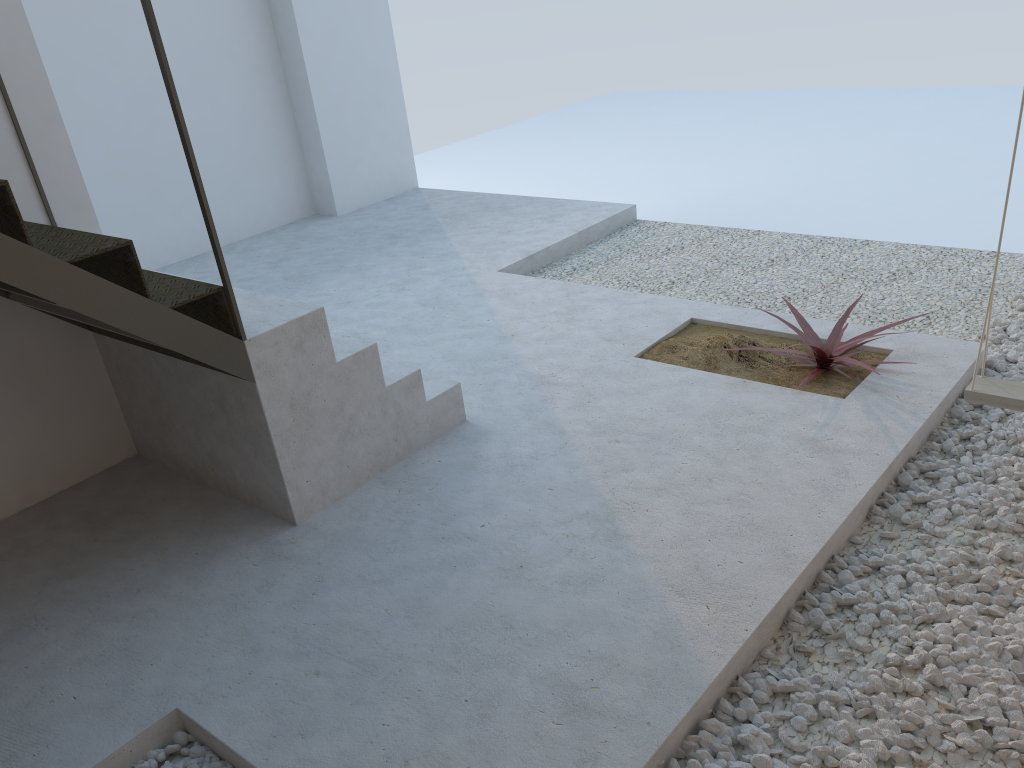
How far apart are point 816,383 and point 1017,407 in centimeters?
106cm

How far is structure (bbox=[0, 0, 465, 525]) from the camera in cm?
255

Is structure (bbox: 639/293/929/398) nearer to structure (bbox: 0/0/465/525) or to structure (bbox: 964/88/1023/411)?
structure (bbox: 964/88/1023/411)

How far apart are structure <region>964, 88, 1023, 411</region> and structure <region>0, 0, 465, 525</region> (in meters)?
1.93

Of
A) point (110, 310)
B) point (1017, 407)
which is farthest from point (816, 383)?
point (110, 310)

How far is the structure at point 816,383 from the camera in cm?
382

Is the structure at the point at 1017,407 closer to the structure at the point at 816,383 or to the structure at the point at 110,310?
the structure at the point at 816,383

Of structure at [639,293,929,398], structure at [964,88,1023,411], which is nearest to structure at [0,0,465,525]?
structure at [639,293,929,398]

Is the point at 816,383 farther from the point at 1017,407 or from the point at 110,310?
the point at 110,310

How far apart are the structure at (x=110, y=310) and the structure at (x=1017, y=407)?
1.9m
